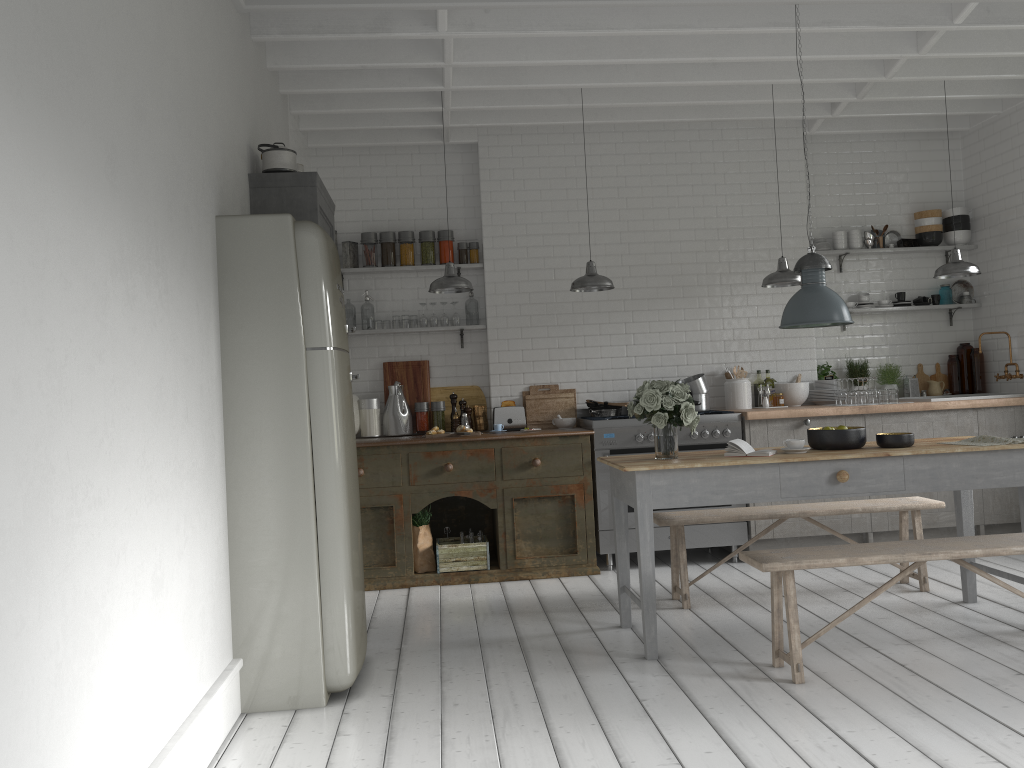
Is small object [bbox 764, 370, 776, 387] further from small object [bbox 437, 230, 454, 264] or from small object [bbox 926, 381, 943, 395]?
small object [bbox 437, 230, 454, 264]

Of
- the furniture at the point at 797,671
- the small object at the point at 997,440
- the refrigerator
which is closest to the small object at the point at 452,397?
the refrigerator

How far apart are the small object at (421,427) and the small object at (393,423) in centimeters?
9cm

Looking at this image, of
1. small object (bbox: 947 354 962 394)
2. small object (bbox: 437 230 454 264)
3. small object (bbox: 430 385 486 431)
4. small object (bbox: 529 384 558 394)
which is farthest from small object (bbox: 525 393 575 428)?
small object (bbox: 947 354 962 394)

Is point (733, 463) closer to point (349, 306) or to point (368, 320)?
point (368, 320)

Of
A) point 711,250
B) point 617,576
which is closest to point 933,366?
point 711,250

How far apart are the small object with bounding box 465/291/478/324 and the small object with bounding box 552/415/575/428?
1.27m

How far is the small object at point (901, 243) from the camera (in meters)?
8.94

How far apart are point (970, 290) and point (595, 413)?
4.2 meters

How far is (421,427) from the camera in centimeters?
841cm
